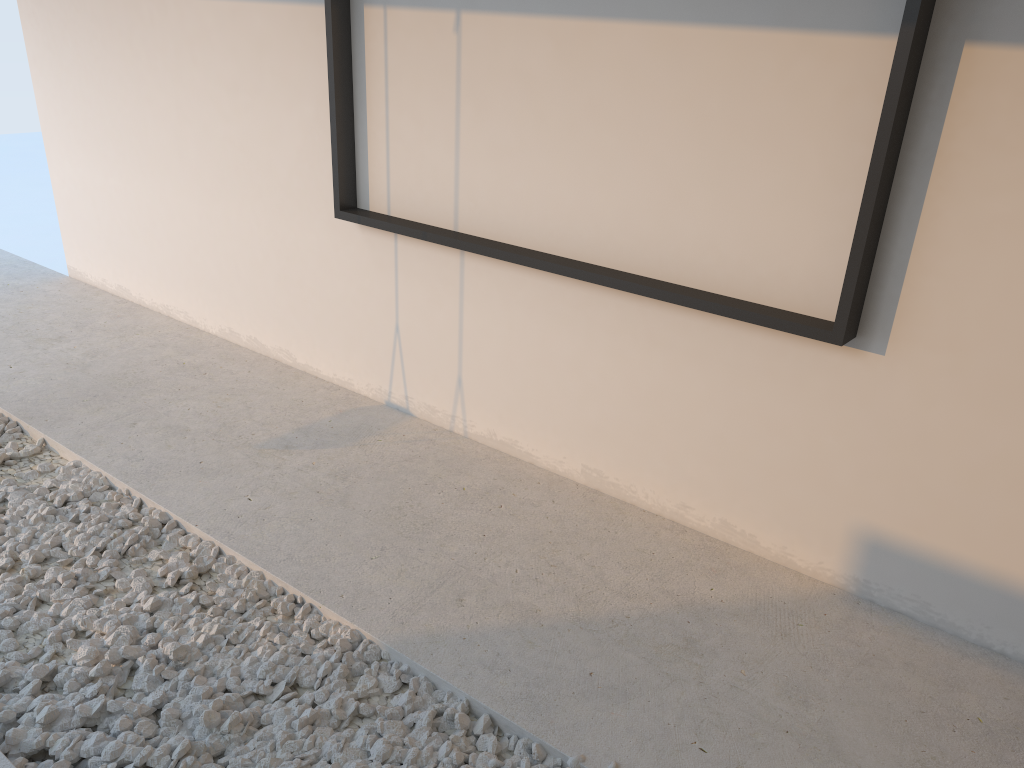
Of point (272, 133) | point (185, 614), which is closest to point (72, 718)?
point (185, 614)
